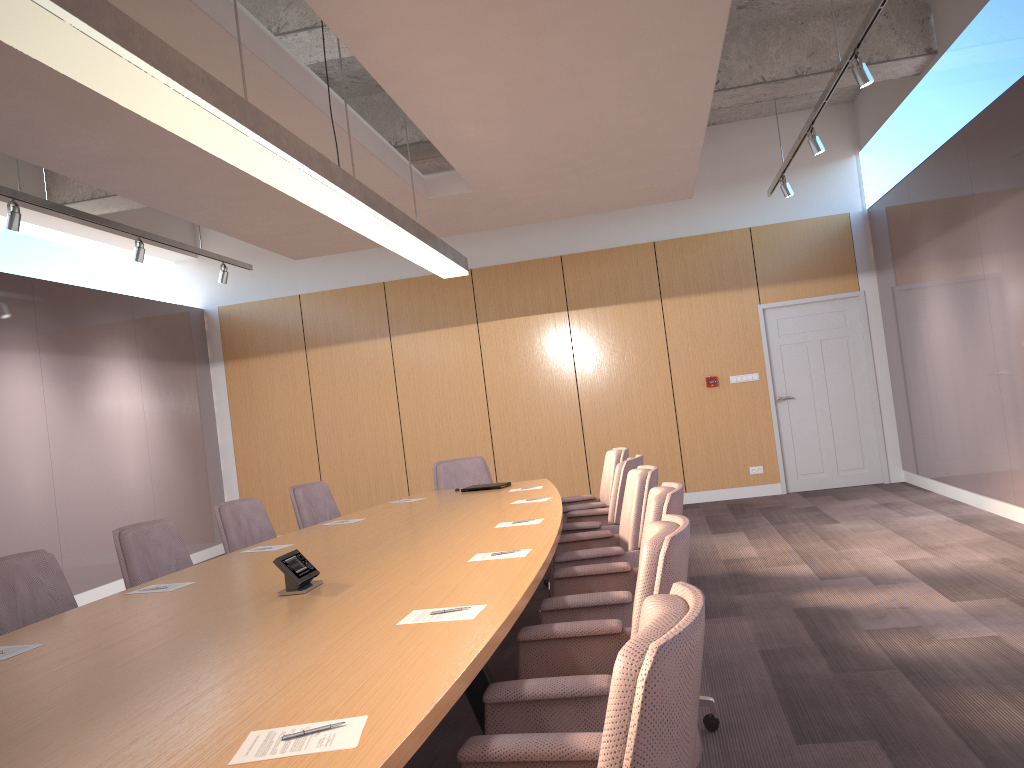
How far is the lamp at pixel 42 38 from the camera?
2.25m

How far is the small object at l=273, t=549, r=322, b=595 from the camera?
3.21m

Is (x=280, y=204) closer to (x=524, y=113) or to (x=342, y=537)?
(x=524, y=113)

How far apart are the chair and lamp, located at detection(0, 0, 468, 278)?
1.7 meters

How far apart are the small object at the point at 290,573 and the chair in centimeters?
86cm

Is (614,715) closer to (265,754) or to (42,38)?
(265,754)

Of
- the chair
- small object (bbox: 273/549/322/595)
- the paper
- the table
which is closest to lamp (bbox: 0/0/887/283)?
the chair

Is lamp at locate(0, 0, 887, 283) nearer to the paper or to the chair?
the chair

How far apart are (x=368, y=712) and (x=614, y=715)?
0.7 meters

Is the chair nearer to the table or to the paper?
the table
